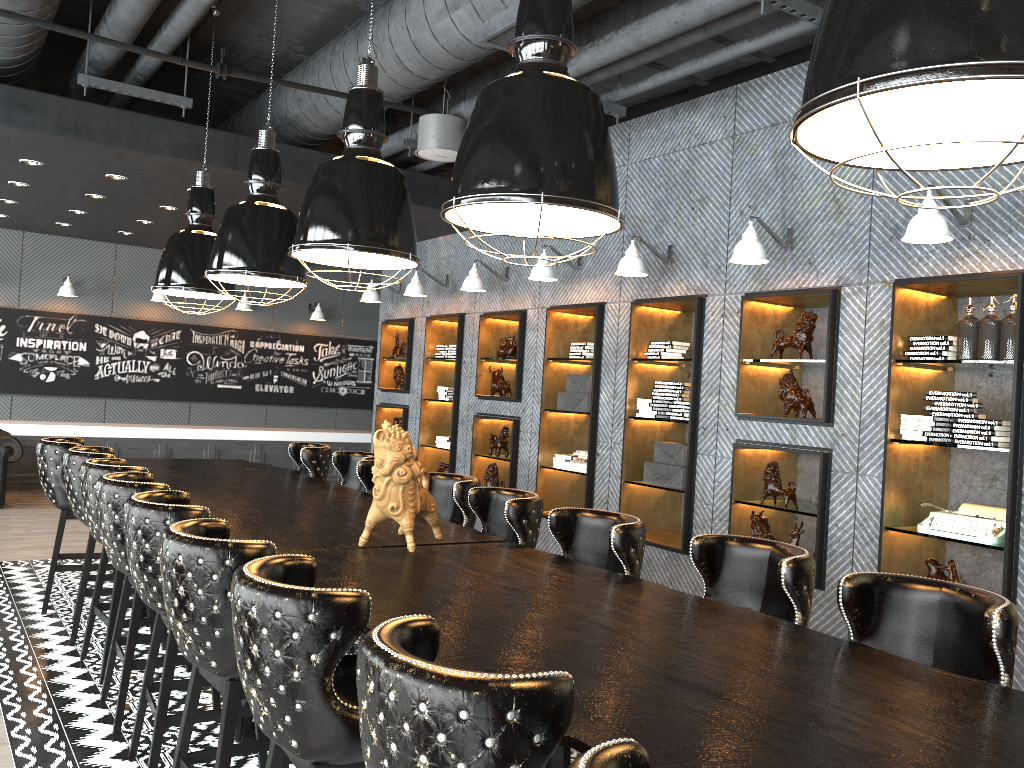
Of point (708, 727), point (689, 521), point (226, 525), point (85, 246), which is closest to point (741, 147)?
point (689, 521)

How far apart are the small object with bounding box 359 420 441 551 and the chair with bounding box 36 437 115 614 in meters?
2.9

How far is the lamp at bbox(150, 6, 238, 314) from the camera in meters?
6.3

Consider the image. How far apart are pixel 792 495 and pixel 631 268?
1.9 meters

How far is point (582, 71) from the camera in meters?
5.3

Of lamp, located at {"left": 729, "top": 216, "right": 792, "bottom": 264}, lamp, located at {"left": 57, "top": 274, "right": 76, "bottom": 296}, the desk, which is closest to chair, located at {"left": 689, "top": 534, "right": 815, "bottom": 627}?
the desk

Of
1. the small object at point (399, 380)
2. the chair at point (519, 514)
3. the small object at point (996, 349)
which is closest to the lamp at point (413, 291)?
the small object at point (399, 380)

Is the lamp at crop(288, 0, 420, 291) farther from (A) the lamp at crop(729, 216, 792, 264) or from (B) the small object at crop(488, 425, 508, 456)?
(B) the small object at crop(488, 425, 508, 456)

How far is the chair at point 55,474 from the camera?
5.66m

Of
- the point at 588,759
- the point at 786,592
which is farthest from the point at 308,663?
the point at 786,592
